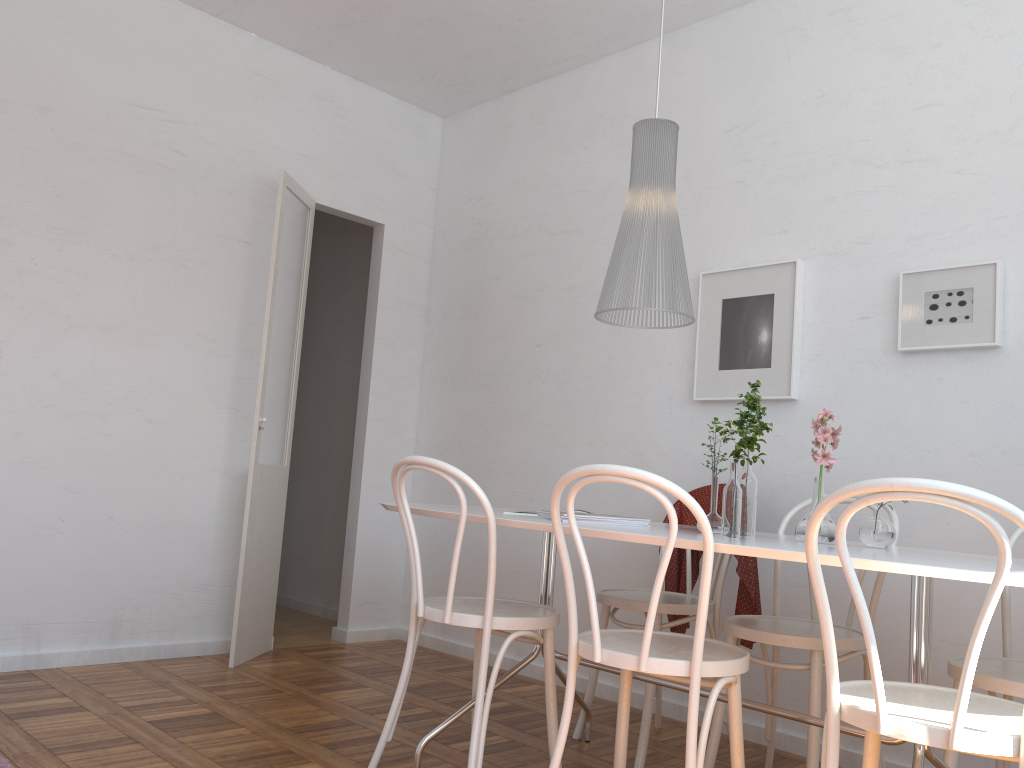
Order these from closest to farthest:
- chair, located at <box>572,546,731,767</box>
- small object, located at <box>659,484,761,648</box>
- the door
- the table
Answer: the table → chair, located at <box>572,546,731,767</box> → small object, located at <box>659,484,761,648</box> → the door

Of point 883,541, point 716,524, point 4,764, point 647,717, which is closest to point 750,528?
point 716,524

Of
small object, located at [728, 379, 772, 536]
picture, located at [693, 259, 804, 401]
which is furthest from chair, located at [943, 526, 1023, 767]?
picture, located at [693, 259, 804, 401]

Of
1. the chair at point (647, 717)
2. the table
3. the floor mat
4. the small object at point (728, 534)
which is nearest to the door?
the table

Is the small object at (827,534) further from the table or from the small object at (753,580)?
the small object at (753,580)

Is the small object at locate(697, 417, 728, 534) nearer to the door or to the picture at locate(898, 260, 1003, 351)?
the picture at locate(898, 260, 1003, 351)

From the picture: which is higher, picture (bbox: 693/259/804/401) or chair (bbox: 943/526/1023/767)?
picture (bbox: 693/259/804/401)

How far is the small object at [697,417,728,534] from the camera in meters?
2.3

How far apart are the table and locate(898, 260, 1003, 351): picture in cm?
93

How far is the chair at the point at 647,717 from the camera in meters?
2.8 m
